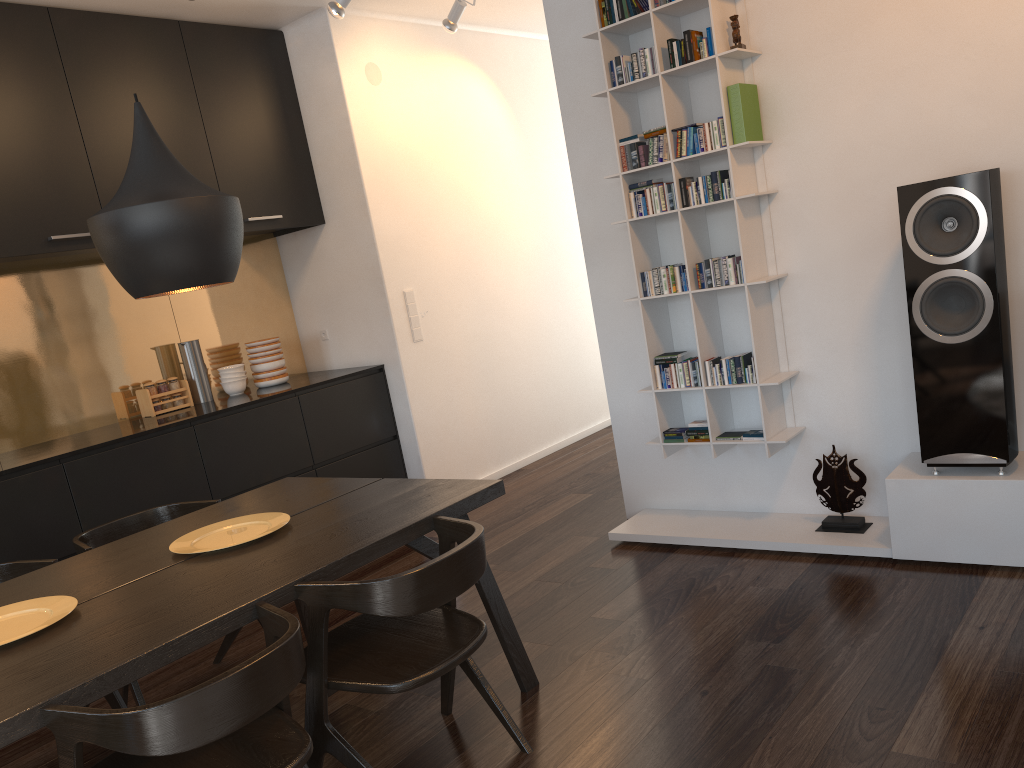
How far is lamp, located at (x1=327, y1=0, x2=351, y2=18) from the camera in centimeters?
402cm

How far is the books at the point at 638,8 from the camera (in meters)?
3.49

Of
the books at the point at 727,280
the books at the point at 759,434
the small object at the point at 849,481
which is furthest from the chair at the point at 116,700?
the small object at the point at 849,481

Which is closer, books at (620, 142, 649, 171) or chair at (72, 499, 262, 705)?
chair at (72, 499, 262, 705)

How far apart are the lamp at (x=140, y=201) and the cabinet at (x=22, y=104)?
1.6m

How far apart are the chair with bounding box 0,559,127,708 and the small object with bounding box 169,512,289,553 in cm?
51

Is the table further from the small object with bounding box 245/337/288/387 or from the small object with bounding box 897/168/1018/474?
the small object with bounding box 245/337/288/387

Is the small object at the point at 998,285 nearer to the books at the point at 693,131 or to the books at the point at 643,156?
the books at the point at 693,131

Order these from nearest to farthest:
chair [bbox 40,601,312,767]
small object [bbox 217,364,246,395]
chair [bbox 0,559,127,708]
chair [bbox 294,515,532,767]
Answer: chair [bbox 40,601,312,767]
chair [bbox 294,515,532,767]
chair [bbox 0,559,127,708]
small object [bbox 217,364,246,395]

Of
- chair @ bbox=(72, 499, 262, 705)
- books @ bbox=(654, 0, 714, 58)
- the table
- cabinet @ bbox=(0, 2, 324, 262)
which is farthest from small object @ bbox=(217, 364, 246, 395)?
books @ bbox=(654, 0, 714, 58)
